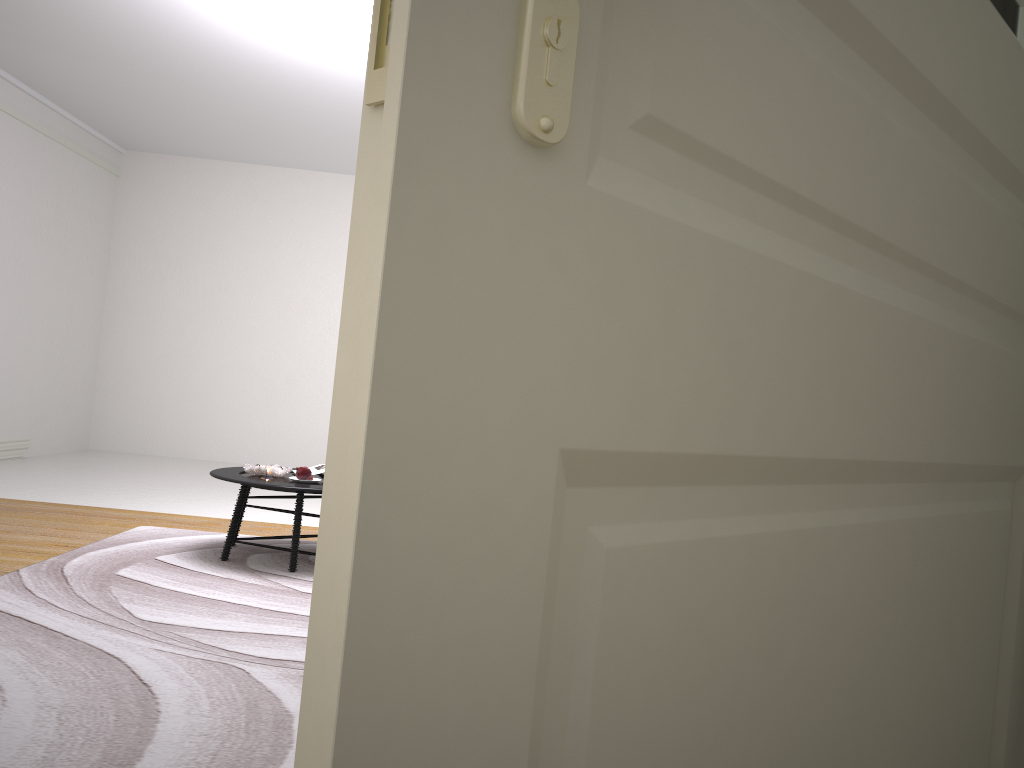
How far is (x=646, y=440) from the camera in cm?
46

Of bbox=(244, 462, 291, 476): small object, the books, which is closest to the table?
bbox=(244, 462, 291, 476): small object

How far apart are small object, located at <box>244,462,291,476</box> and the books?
0.2 meters

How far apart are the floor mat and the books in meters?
0.5 m

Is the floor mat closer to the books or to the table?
the table

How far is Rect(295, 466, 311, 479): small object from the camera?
Result: 4.68m

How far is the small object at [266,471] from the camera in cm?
474

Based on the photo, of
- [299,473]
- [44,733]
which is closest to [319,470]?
[299,473]

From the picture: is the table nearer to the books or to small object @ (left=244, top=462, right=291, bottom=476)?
small object @ (left=244, top=462, right=291, bottom=476)

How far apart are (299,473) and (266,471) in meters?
0.2 m
